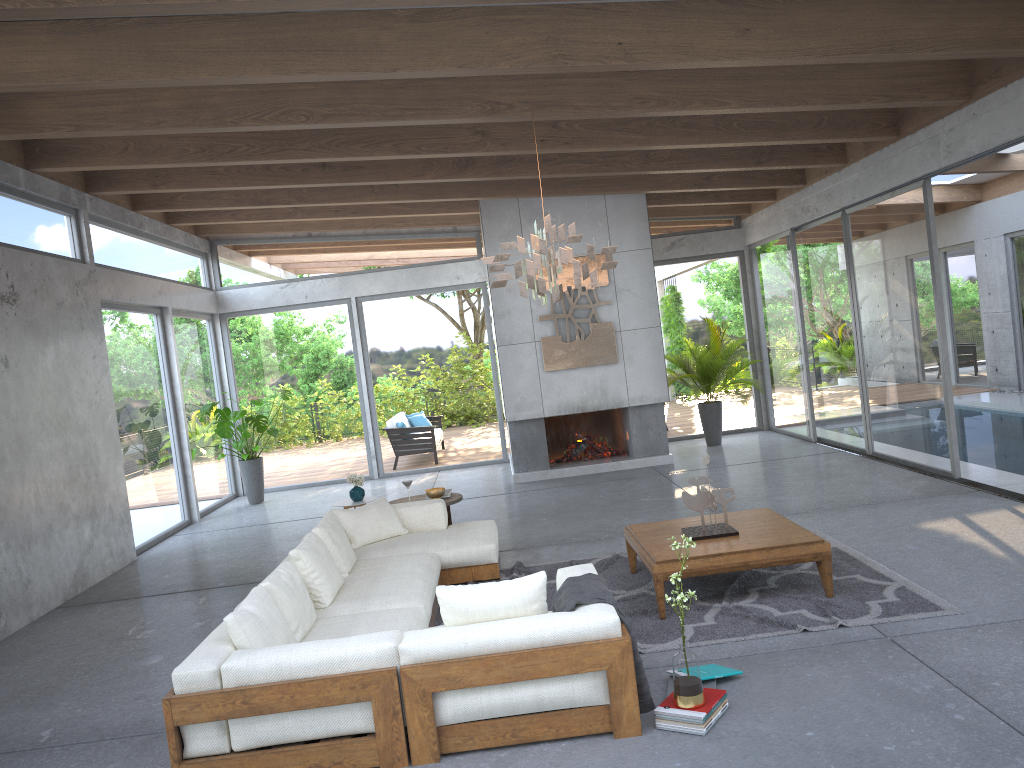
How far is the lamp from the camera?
5.4 meters

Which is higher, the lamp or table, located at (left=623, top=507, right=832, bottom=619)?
the lamp

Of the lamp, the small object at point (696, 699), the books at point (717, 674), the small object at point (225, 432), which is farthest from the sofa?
the small object at point (225, 432)

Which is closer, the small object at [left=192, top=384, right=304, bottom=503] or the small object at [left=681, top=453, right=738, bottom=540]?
the small object at [left=681, top=453, right=738, bottom=540]

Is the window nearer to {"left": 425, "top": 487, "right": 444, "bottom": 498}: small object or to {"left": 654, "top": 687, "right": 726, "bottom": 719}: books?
{"left": 425, "top": 487, "right": 444, "bottom": 498}: small object

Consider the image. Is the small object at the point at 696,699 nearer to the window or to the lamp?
the lamp

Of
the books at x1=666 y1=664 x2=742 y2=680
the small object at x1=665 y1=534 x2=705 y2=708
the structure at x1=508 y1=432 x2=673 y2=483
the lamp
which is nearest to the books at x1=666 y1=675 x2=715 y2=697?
the books at x1=666 y1=664 x2=742 y2=680

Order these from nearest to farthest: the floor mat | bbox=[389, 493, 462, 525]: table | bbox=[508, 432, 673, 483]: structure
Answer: the floor mat, bbox=[389, 493, 462, 525]: table, bbox=[508, 432, 673, 483]: structure

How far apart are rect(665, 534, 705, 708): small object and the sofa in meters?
0.2

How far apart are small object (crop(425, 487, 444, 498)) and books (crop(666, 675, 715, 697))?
3.8m
